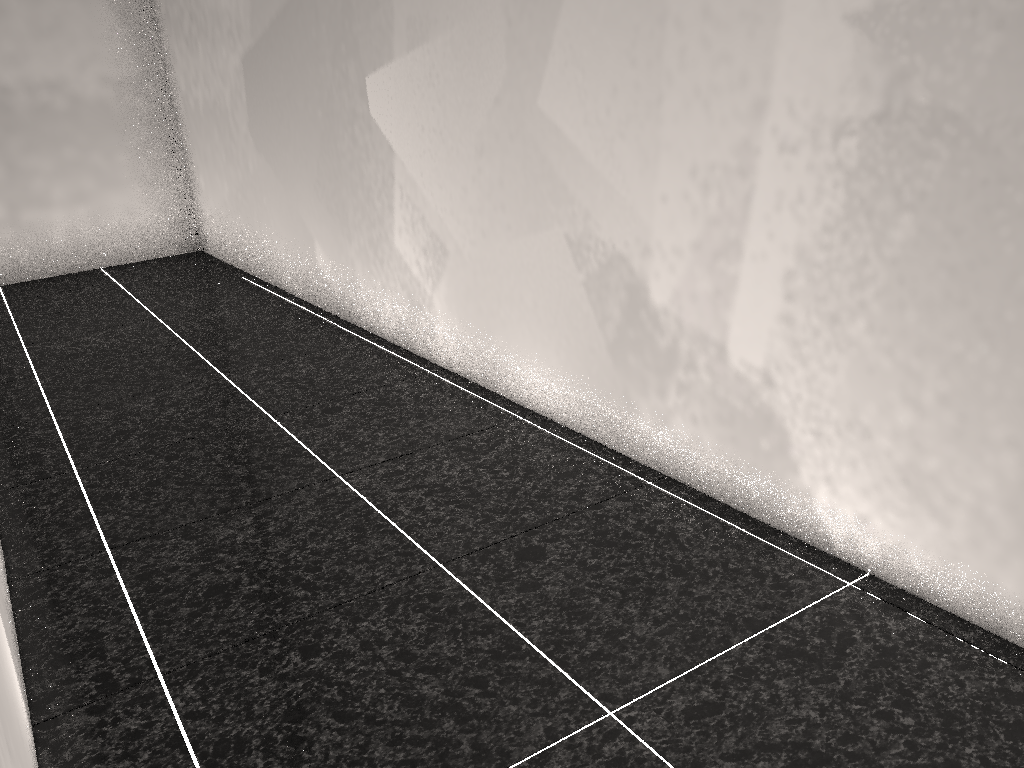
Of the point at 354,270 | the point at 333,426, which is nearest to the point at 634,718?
the point at 333,426

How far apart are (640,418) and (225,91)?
3.44m
